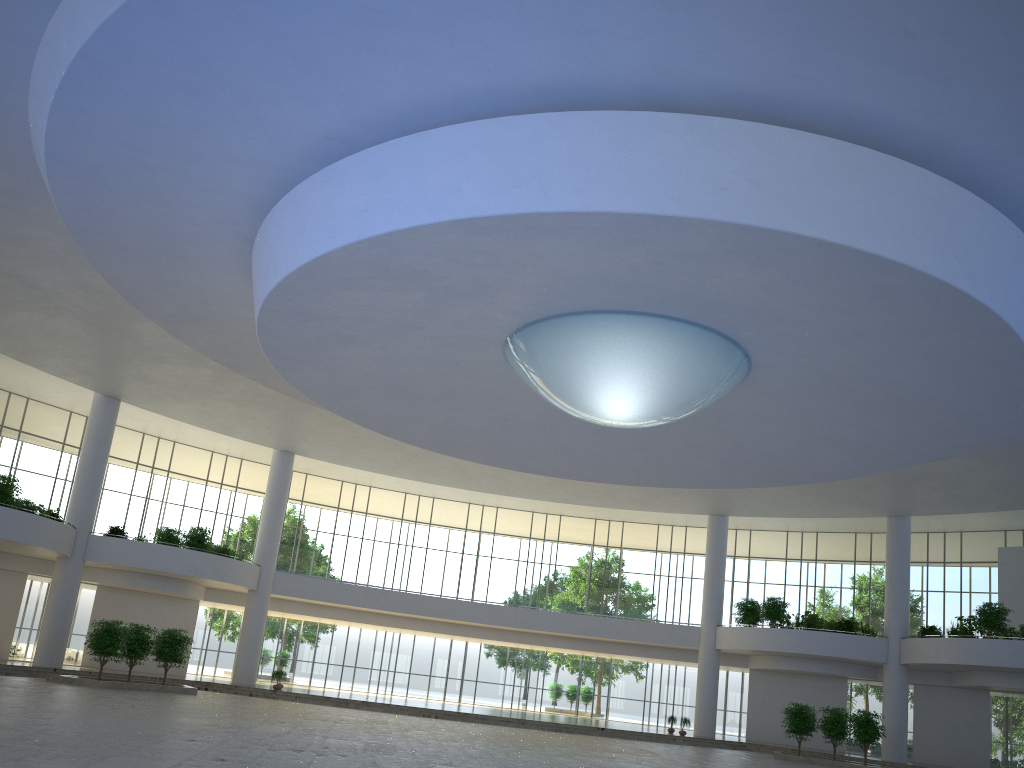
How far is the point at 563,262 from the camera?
33.0m
